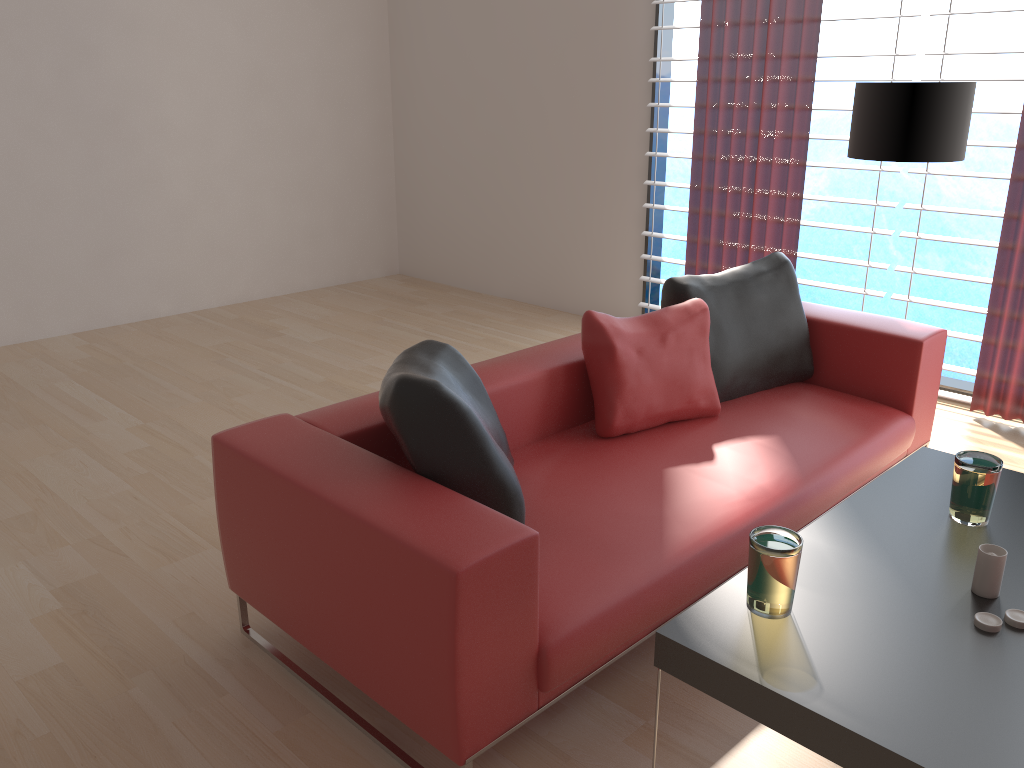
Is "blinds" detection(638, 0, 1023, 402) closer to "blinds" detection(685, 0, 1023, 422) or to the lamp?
"blinds" detection(685, 0, 1023, 422)

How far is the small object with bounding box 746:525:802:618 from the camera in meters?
2.3 m

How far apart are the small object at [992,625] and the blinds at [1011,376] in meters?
3.3 m

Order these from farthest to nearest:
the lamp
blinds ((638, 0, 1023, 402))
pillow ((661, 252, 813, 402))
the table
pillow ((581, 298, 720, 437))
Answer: blinds ((638, 0, 1023, 402)) < the lamp < pillow ((661, 252, 813, 402)) < pillow ((581, 298, 720, 437)) < the table

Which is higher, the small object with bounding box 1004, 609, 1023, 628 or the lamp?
the lamp

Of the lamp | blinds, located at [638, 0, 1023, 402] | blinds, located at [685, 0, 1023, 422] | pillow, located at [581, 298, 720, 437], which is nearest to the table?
pillow, located at [581, 298, 720, 437]

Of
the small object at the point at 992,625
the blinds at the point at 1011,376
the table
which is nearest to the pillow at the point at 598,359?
the table

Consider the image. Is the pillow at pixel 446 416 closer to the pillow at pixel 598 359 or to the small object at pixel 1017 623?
the pillow at pixel 598 359

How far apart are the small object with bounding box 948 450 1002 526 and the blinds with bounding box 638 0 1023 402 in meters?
2.9 m

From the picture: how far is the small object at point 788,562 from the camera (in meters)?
2.28
